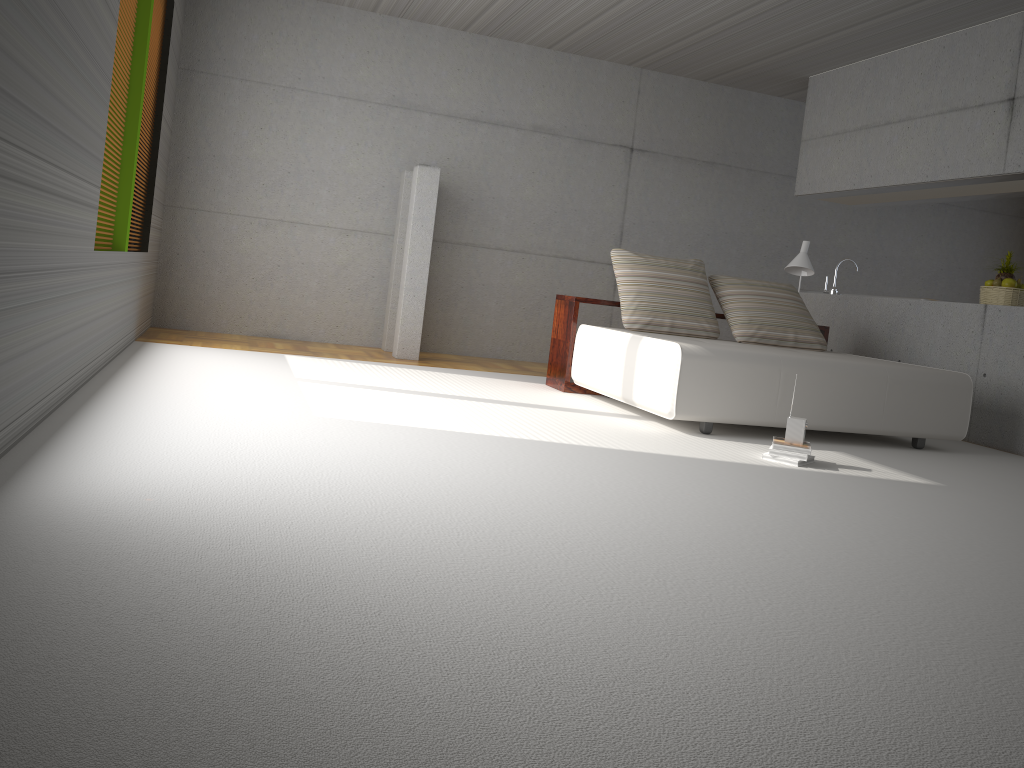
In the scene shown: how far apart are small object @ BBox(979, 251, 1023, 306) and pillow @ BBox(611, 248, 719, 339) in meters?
2.1 m

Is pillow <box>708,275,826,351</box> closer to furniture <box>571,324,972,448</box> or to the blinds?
furniture <box>571,324,972,448</box>

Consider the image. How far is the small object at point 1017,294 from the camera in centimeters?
658cm

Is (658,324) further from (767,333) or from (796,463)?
(796,463)

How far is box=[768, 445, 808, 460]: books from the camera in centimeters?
449cm

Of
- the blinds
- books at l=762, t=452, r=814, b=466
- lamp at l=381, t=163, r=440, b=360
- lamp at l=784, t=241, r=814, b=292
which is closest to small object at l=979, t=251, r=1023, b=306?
lamp at l=784, t=241, r=814, b=292

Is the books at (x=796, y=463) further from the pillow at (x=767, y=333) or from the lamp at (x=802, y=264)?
the lamp at (x=802, y=264)

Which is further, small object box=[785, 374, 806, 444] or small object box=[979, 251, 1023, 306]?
small object box=[979, 251, 1023, 306]

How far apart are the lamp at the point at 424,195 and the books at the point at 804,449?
3.80m

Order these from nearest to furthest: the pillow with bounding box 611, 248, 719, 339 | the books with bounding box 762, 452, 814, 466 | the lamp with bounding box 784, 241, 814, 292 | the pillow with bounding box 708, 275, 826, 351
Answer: the books with bounding box 762, 452, 814, 466 < the pillow with bounding box 611, 248, 719, 339 < the pillow with bounding box 708, 275, 826, 351 < the lamp with bounding box 784, 241, 814, 292
